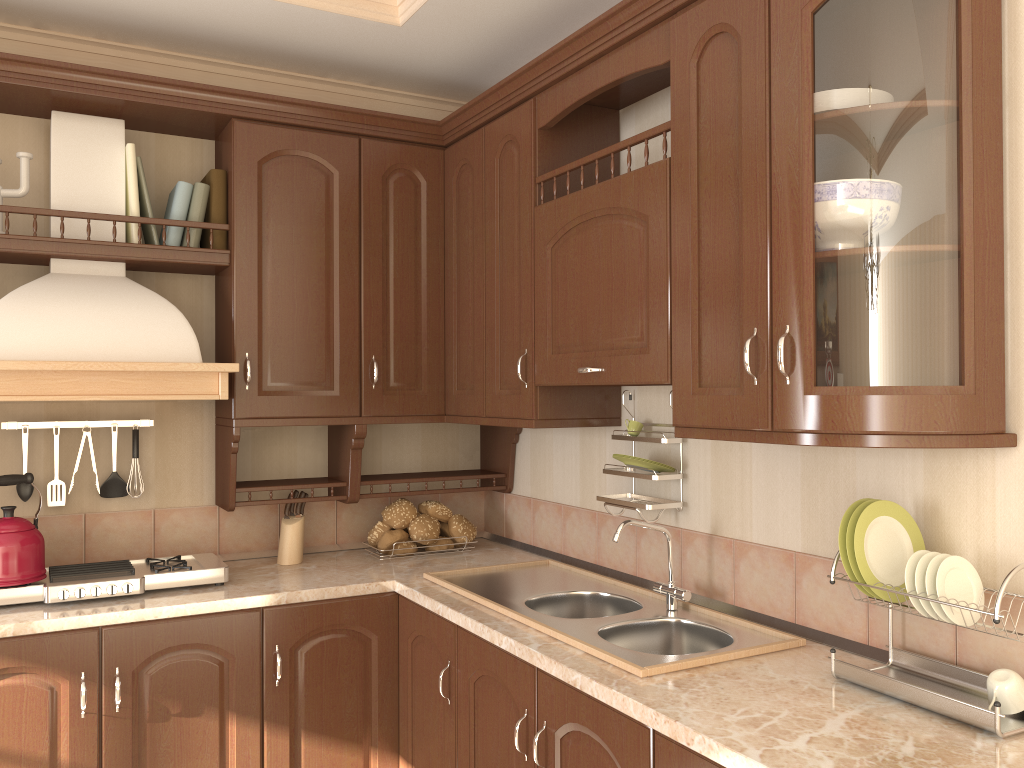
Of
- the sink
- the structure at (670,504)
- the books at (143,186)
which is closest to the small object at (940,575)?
the sink

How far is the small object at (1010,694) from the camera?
1.5m

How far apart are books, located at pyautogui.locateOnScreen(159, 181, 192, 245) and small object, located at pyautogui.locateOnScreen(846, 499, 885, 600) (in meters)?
2.07

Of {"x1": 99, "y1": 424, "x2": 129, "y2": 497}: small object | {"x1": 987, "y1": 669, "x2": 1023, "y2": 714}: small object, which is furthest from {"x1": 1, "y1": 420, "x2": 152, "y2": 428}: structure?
{"x1": 987, "y1": 669, "x2": 1023, "y2": 714}: small object

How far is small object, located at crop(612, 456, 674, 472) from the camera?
2.4m

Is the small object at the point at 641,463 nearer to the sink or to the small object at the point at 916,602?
the sink

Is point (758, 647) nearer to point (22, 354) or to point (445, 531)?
point (445, 531)

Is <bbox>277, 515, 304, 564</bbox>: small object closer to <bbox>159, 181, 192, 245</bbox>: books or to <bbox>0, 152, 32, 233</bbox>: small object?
<bbox>159, 181, 192, 245</bbox>: books

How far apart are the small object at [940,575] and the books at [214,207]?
2.2m

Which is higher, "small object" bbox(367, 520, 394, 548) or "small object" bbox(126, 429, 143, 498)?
"small object" bbox(126, 429, 143, 498)
